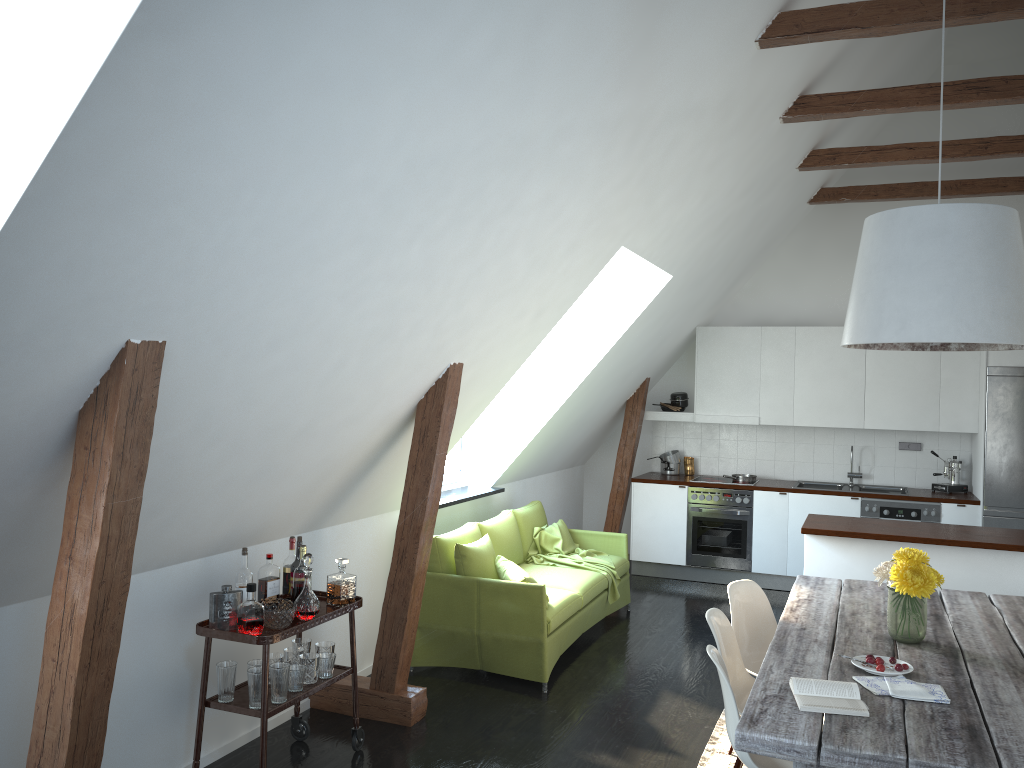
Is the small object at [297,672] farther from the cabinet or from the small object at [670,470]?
the small object at [670,470]

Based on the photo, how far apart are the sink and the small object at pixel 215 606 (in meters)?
5.83

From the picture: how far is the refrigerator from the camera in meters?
7.1 m

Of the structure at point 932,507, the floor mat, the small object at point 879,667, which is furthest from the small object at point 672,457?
the small object at point 879,667

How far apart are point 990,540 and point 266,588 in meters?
4.1 m

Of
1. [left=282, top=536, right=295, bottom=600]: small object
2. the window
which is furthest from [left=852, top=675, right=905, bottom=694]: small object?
the window

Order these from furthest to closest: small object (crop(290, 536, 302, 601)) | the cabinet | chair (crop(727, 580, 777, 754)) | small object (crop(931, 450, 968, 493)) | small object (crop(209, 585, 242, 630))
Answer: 1. small object (crop(931, 450, 968, 493))
2. the cabinet
3. chair (crop(727, 580, 777, 754))
4. small object (crop(290, 536, 302, 601))
5. small object (crop(209, 585, 242, 630))

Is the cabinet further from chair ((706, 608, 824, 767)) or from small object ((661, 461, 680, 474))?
chair ((706, 608, 824, 767))

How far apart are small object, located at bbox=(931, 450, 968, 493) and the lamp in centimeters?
454cm

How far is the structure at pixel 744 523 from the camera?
7.9 meters
